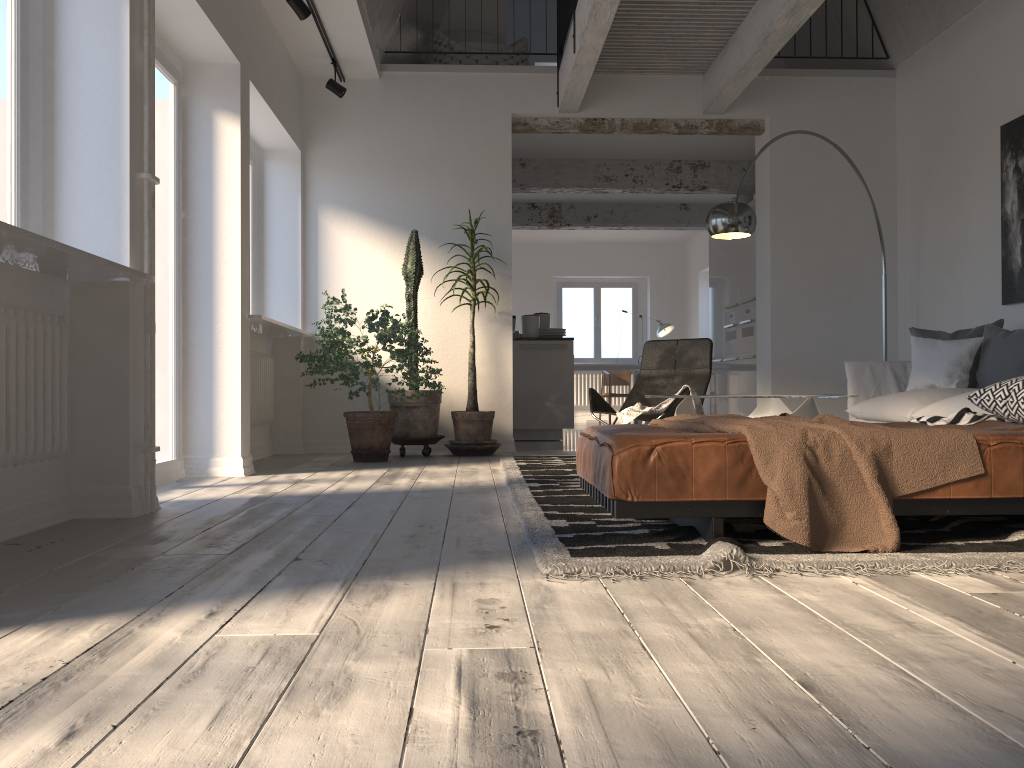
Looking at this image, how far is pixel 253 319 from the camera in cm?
533

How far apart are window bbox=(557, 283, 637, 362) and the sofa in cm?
917

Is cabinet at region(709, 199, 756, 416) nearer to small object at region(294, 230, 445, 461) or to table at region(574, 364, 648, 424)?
table at region(574, 364, 648, 424)

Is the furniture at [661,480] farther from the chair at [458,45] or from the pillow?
the chair at [458,45]

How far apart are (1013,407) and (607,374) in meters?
10.1

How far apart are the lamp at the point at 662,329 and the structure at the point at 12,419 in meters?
11.0 m

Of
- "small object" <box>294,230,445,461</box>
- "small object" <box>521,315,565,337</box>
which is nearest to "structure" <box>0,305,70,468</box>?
"small object" <box>294,230,445,461</box>

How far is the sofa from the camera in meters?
4.9 m

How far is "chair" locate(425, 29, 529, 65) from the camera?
7.8 meters

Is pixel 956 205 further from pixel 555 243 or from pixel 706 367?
pixel 555 243
